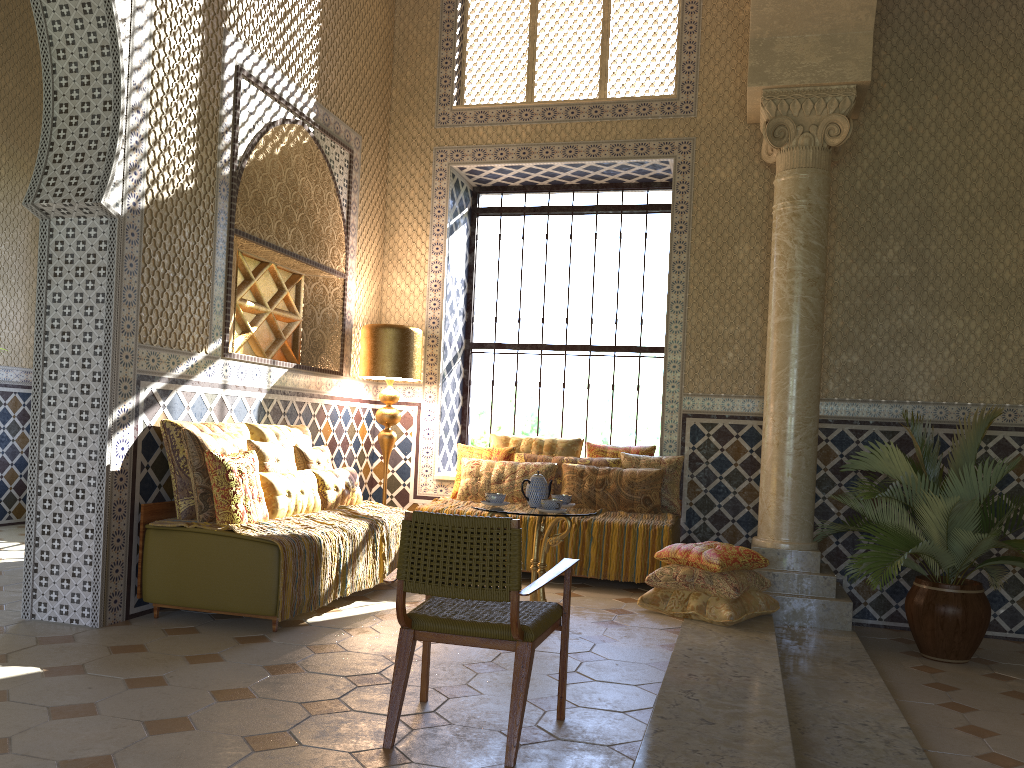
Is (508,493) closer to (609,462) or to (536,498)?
(609,462)

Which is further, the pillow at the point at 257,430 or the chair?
the pillow at the point at 257,430

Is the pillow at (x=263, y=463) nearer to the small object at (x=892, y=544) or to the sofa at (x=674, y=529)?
the sofa at (x=674, y=529)

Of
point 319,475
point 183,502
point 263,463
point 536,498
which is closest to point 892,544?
point 536,498

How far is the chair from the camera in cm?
434

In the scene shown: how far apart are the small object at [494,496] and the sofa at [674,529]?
2.6 meters

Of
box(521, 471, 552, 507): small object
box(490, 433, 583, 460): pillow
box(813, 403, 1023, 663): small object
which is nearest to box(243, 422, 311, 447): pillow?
box(490, 433, 583, 460): pillow

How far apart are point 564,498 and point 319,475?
2.4m

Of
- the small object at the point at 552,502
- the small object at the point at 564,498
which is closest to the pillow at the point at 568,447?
the small object at the point at 564,498

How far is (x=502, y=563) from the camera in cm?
434
